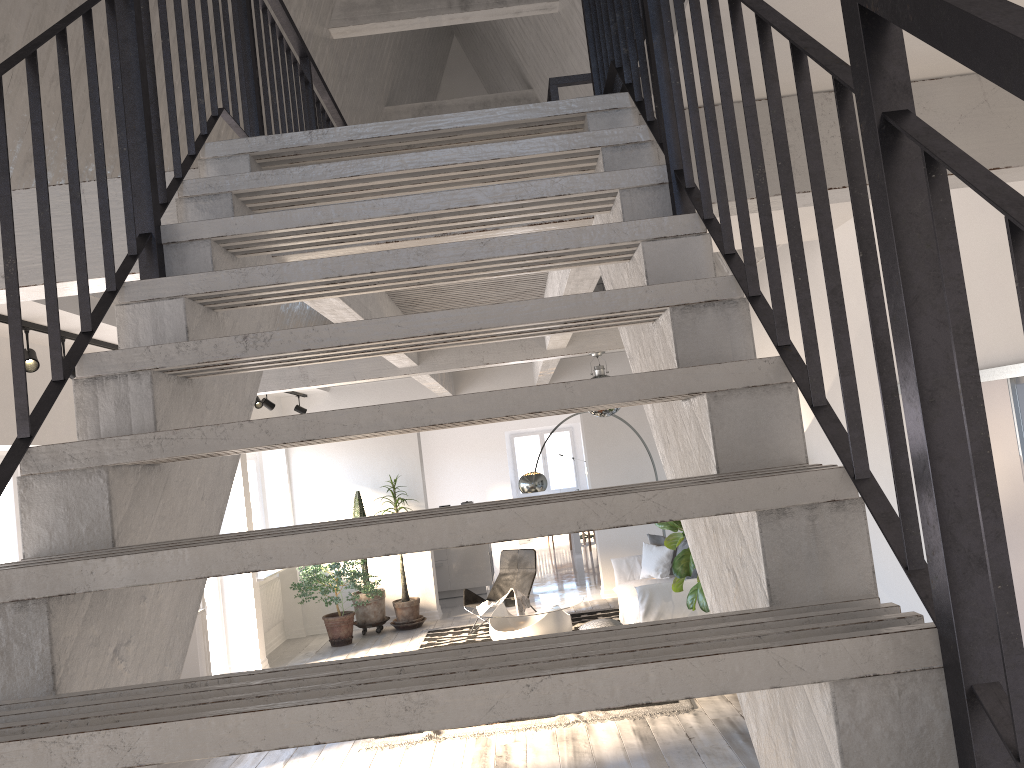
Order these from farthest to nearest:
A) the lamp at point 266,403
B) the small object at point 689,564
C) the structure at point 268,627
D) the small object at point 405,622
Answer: the small object at point 405,622, the structure at point 268,627, the lamp at point 266,403, the small object at point 689,564

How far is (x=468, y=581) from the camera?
12.47m

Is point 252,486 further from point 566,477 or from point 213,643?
point 566,477

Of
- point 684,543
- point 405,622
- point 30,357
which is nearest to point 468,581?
point 405,622

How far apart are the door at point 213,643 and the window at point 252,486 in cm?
162

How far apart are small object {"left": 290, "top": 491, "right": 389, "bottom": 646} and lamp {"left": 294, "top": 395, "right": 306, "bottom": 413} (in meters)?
1.22

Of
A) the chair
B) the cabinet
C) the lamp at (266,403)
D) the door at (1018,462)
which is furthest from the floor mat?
the door at (1018,462)

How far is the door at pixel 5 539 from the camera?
5.5 meters

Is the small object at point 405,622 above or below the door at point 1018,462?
below

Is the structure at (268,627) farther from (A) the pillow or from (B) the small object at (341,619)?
(A) the pillow
